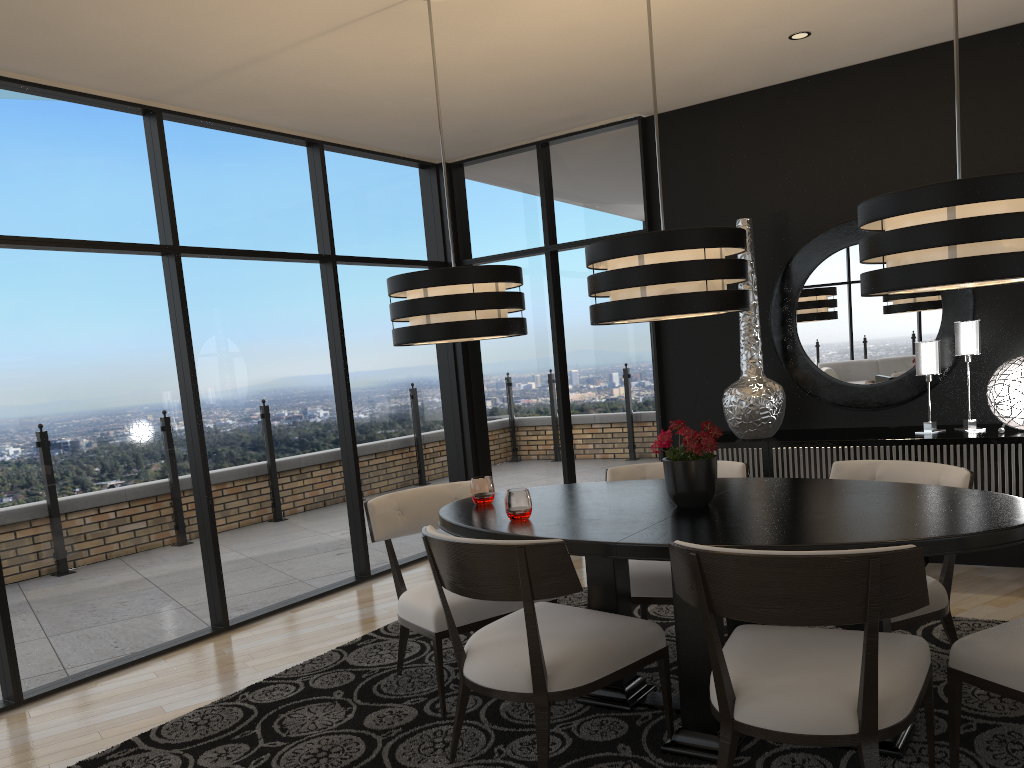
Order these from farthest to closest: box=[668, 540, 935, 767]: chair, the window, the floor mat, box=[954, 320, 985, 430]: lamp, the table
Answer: box=[954, 320, 985, 430]: lamp → the window → the floor mat → the table → box=[668, 540, 935, 767]: chair

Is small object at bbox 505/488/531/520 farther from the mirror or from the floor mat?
the mirror

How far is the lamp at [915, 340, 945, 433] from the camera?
4.47m

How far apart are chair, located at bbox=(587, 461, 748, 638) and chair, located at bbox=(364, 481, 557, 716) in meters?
0.5 m

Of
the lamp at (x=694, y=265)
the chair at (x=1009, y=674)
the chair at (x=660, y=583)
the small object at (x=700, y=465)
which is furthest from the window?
the chair at (x=1009, y=674)

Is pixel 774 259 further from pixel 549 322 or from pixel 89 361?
pixel 89 361

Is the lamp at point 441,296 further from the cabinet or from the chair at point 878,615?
the cabinet

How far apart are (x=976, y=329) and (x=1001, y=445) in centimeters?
64cm

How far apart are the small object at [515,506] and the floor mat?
0.73m

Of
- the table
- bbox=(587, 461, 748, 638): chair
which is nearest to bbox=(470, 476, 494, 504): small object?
the table
